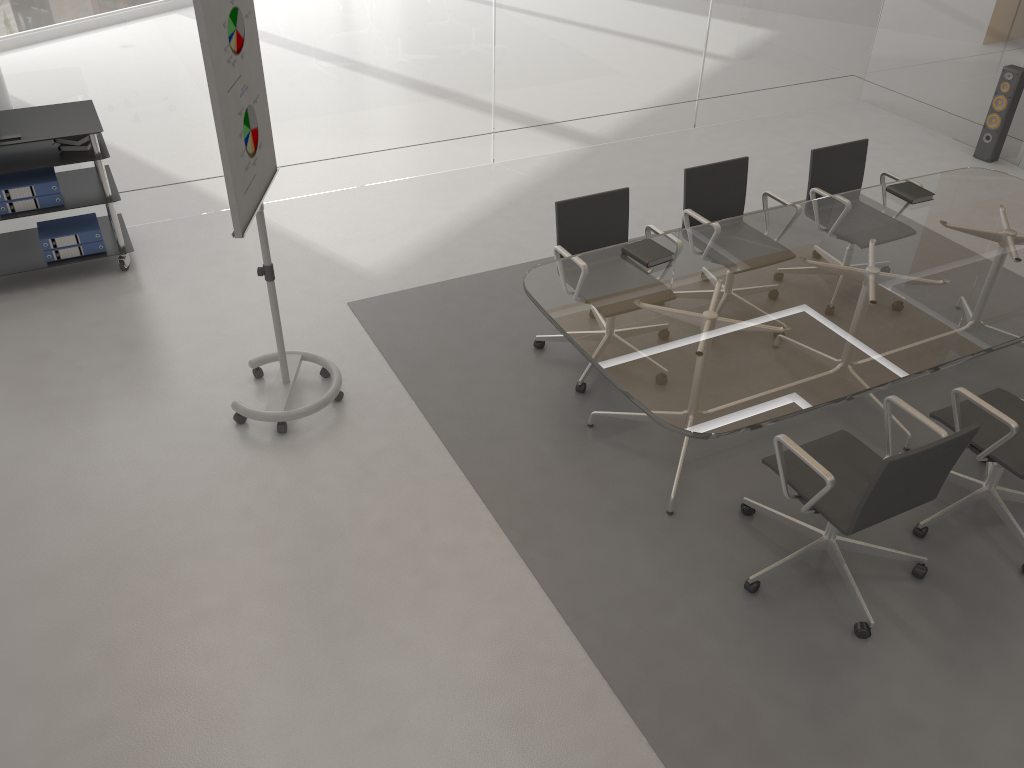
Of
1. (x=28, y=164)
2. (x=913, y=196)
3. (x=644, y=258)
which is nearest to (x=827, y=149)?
(x=913, y=196)

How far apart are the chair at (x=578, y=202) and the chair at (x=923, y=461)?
1.03m

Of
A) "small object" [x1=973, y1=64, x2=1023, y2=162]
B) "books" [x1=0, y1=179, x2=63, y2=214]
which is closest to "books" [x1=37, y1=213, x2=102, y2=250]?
"books" [x1=0, y1=179, x2=63, y2=214]

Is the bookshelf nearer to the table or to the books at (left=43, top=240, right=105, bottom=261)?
the books at (left=43, top=240, right=105, bottom=261)

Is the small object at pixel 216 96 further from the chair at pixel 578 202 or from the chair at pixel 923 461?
the chair at pixel 923 461

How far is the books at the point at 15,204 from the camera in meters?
4.8 m

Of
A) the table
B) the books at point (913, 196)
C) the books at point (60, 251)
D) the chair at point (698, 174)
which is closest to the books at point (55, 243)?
the books at point (60, 251)

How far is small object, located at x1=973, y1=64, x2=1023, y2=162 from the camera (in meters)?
6.61

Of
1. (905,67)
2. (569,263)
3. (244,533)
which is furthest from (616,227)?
(905,67)

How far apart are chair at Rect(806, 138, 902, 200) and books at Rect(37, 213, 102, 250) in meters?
4.0 m
